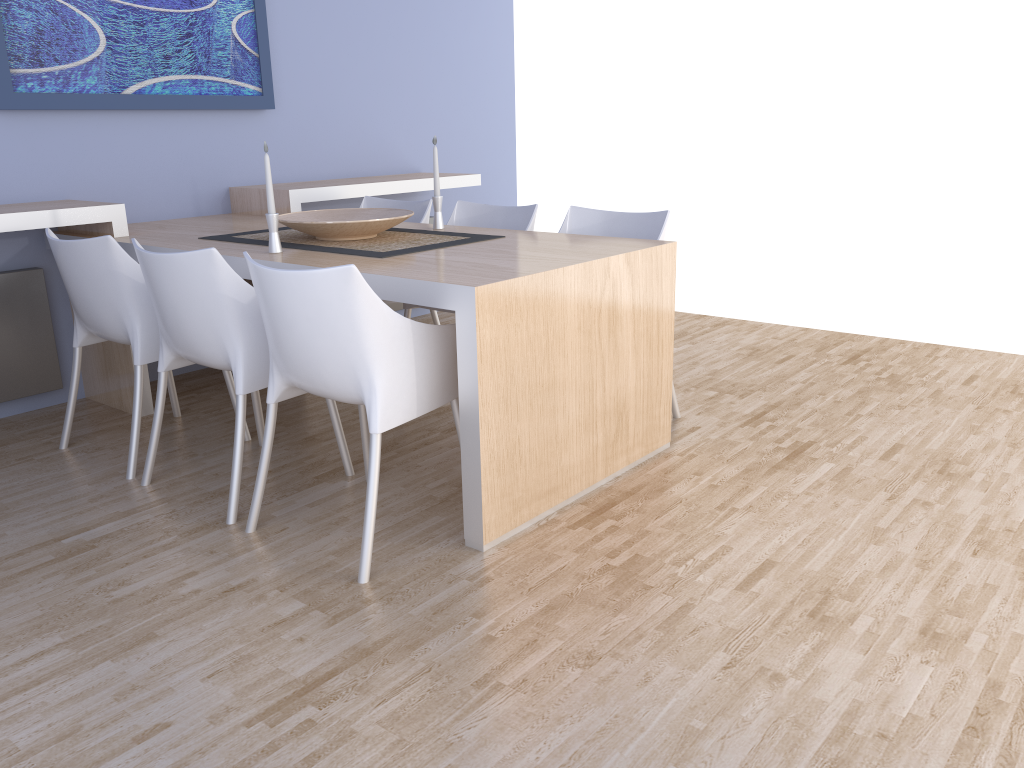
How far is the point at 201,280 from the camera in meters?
2.5

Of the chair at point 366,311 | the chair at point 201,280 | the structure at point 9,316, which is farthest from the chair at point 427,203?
the chair at point 366,311

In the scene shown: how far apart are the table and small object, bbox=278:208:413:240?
0.1 meters

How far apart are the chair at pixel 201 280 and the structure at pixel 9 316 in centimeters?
107cm

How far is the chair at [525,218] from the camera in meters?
3.6 m

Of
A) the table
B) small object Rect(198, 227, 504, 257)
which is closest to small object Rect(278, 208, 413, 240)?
small object Rect(198, 227, 504, 257)

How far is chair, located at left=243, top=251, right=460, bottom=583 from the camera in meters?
2.1

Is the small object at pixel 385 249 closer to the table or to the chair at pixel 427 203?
the table

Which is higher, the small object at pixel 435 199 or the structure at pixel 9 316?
the small object at pixel 435 199

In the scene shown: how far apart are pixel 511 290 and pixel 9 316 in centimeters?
230cm
